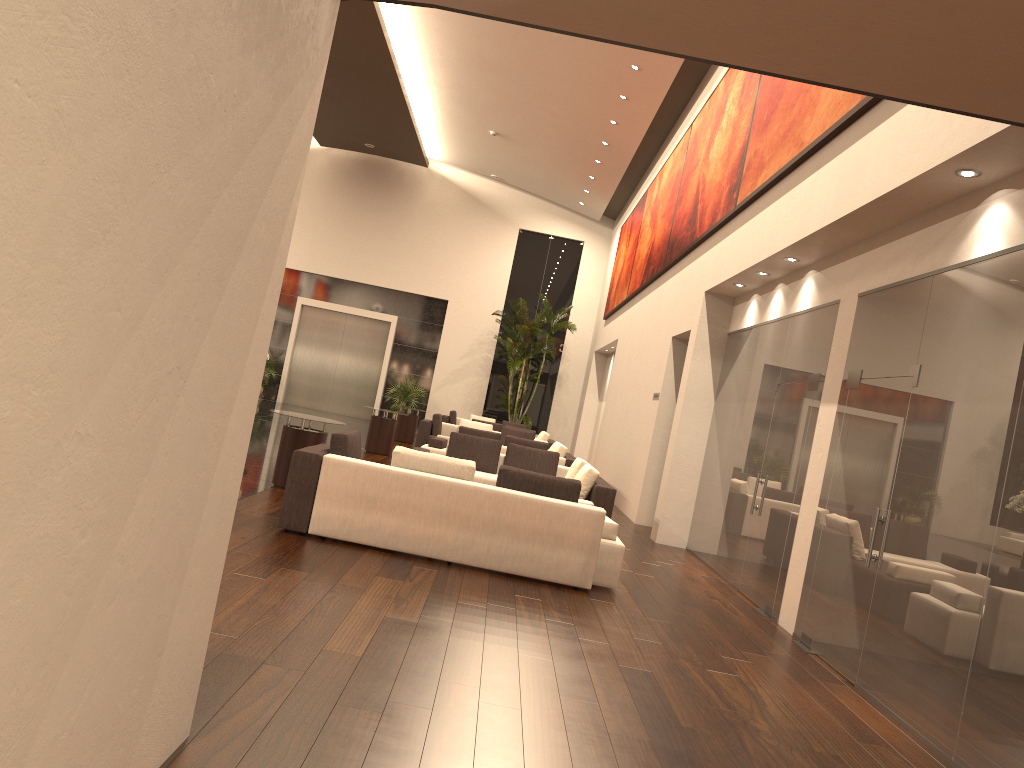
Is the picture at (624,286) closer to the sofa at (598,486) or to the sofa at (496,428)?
the sofa at (496,428)

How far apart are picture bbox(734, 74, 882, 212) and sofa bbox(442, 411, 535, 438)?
14.5 meters

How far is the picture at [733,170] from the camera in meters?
10.7 m

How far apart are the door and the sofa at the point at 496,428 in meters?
7.9 m

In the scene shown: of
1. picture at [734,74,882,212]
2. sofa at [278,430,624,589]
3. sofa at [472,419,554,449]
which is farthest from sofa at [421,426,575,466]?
sofa at [278,430,624,589]

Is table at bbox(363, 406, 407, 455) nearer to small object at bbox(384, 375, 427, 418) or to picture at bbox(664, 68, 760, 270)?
picture at bbox(664, 68, 760, 270)

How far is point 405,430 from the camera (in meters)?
20.17

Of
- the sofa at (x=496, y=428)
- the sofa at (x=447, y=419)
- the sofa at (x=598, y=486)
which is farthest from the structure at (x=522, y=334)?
the sofa at (x=598, y=486)

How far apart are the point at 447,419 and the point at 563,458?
9.86m

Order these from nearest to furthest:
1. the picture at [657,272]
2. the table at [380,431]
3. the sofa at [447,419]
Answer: the picture at [657,272]
the table at [380,431]
the sofa at [447,419]
